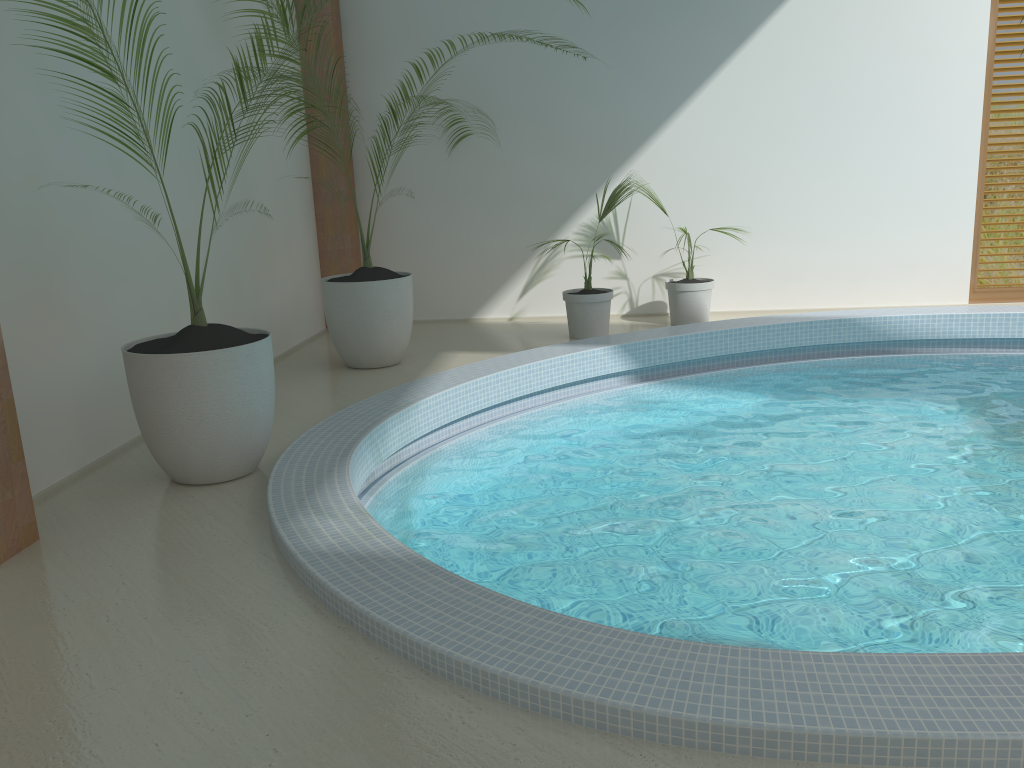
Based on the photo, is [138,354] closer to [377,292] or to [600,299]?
[377,292]

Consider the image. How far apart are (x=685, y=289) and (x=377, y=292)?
2.67m

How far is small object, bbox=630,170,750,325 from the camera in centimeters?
736cm

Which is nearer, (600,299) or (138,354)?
(138,354)

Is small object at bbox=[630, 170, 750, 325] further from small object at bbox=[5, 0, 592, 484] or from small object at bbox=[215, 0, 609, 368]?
small object at bbox=[5, 0, 592, 484]

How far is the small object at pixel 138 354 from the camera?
3.84m

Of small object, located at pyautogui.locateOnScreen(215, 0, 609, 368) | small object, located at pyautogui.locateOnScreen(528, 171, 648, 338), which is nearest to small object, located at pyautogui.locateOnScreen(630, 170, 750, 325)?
small object, located at pyautogui.locateOnScreen(528, 171, 648, 338)

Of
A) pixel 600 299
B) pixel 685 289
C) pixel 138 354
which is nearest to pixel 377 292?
pixel 600 299

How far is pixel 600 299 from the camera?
7.0 meters

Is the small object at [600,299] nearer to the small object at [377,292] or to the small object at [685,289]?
the small object at [685,289]
